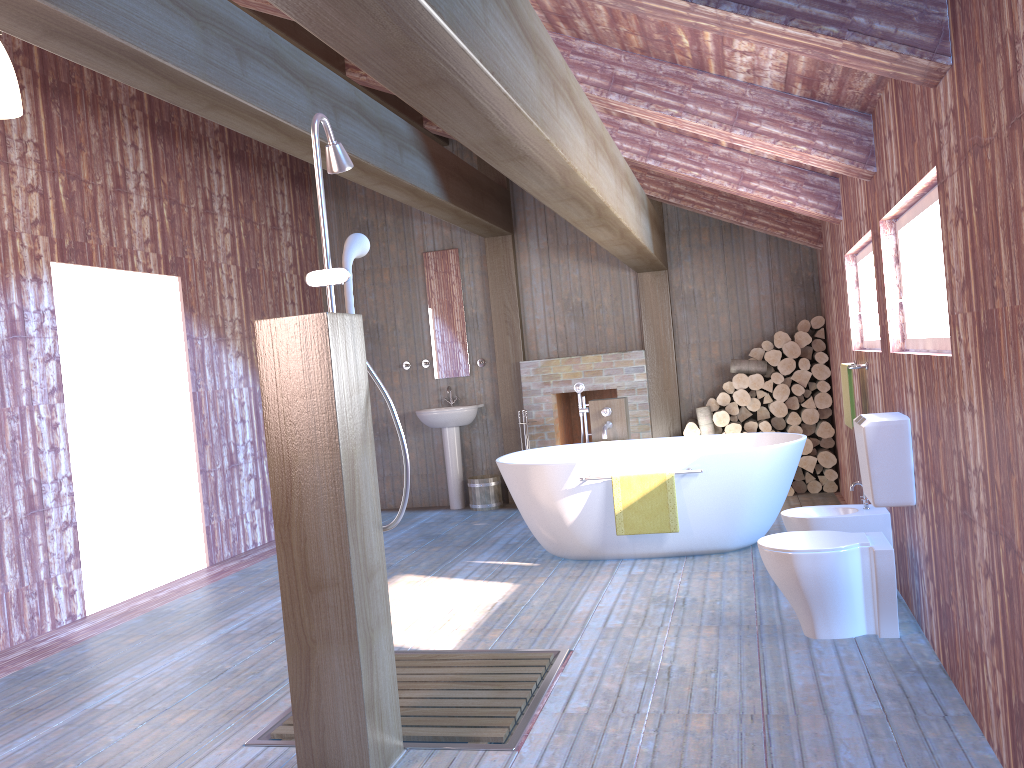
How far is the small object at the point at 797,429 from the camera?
7.2m

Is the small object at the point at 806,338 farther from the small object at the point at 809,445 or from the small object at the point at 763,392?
the small object at the point at 809,445

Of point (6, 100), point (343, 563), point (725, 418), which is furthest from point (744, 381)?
point (6, 100)

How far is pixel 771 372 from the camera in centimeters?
735cm

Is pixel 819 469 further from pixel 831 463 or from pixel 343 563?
pixel 343 563

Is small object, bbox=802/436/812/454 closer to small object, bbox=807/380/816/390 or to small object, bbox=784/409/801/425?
small object, bbox=784/409/801/425

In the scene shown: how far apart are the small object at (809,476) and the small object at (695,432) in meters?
1.0 m

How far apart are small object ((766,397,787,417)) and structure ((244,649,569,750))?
3.97m

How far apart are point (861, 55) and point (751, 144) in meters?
1.6

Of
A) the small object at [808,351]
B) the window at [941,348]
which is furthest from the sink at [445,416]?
the window at [941,348]
